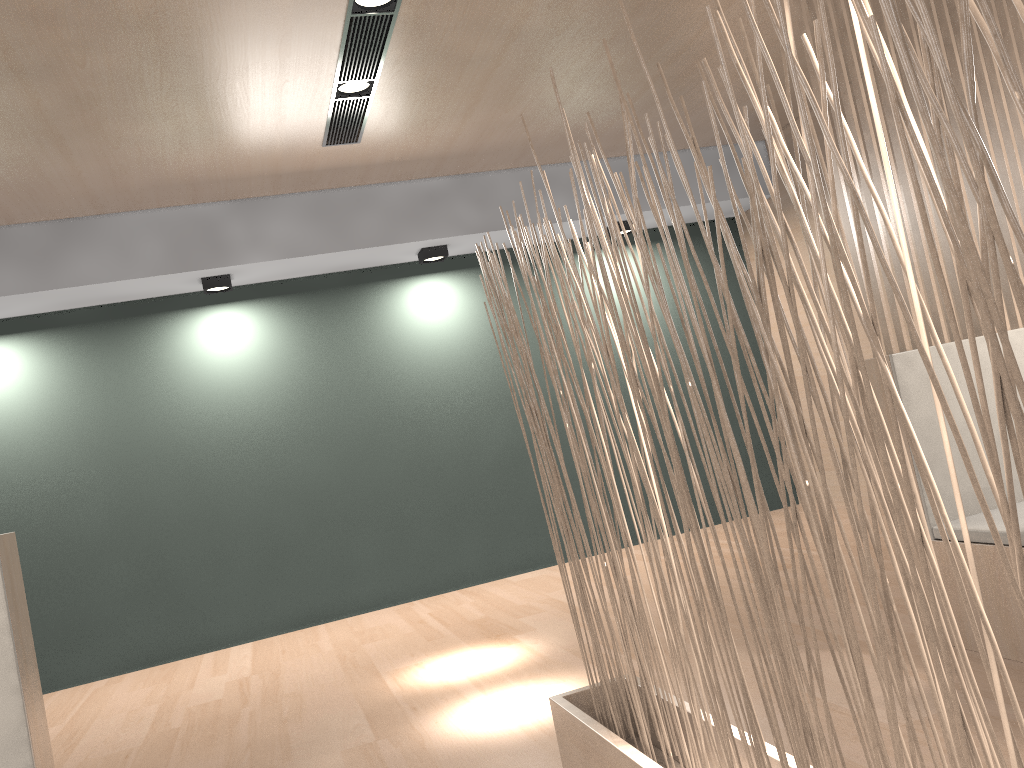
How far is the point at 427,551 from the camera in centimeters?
358cm

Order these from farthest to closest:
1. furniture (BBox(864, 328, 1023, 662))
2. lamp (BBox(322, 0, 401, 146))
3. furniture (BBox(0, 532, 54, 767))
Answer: lamp (BBox(322, 0, 401, 146)) < furniture (BBox(864, 328, 1023, 662)) < furniture (BBox(0, 532, 54, 767))

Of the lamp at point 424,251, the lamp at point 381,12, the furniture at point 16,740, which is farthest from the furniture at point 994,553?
the lamp at point 424,251

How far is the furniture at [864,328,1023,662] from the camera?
1.59m

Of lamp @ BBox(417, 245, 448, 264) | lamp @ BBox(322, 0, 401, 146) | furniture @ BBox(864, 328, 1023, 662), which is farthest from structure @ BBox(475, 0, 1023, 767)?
lamp @ BBox(417, 245, 448, 264)

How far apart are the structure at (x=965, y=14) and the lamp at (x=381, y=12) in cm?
98

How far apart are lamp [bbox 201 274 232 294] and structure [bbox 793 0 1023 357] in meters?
2.2 m

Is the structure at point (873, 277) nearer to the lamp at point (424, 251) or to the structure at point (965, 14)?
the structure at point (965, 14)

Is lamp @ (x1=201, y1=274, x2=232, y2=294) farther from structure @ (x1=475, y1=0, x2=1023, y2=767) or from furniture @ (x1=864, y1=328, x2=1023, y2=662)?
furniture @ (x1=864, y1=328, x2=1023, y2=662)

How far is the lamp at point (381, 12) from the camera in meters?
2.1
